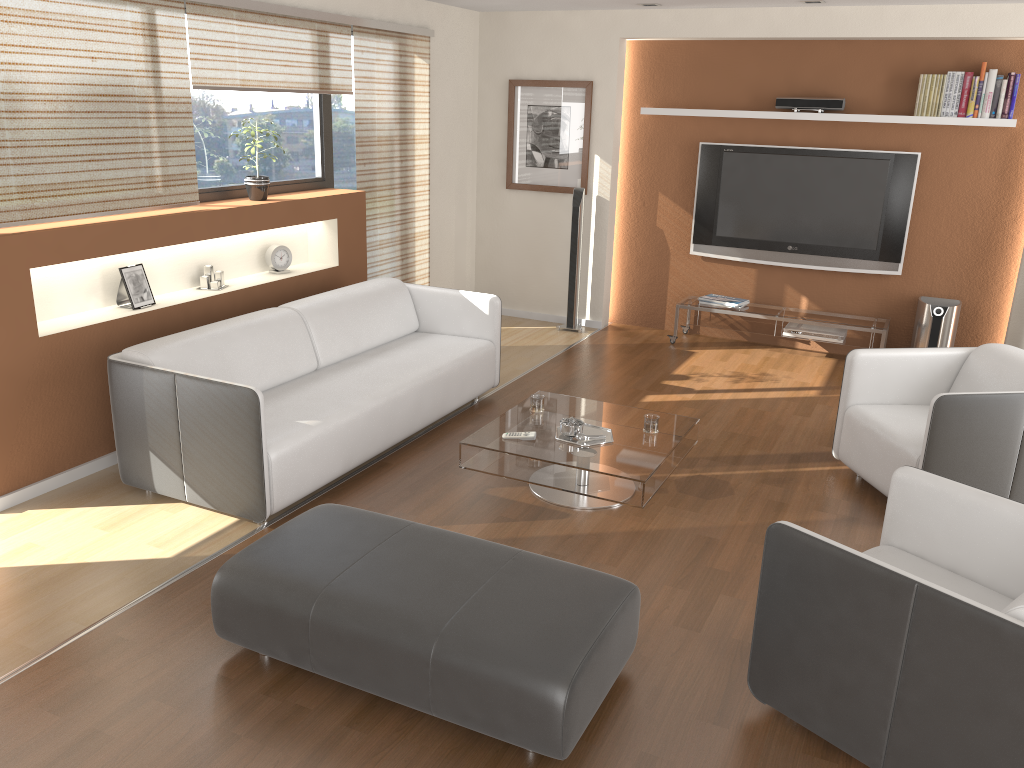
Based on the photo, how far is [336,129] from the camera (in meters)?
6.25

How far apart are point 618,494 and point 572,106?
4.23m

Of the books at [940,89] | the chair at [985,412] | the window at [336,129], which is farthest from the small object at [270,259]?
the books at [940,89]

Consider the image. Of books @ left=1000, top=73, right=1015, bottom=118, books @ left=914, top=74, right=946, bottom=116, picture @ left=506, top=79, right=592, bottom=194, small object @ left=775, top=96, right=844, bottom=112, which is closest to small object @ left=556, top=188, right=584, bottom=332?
picture @ left=506, top=79, right=592, bottom=194

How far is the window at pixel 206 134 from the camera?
5.2m

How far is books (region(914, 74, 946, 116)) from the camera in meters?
6.1

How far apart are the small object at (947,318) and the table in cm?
282

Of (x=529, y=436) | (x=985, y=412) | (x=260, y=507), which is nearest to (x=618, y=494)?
(x=529, y=436)

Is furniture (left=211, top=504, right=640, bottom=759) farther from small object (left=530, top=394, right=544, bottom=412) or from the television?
the television

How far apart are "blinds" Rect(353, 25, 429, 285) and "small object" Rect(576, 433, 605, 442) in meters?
2.8 m
